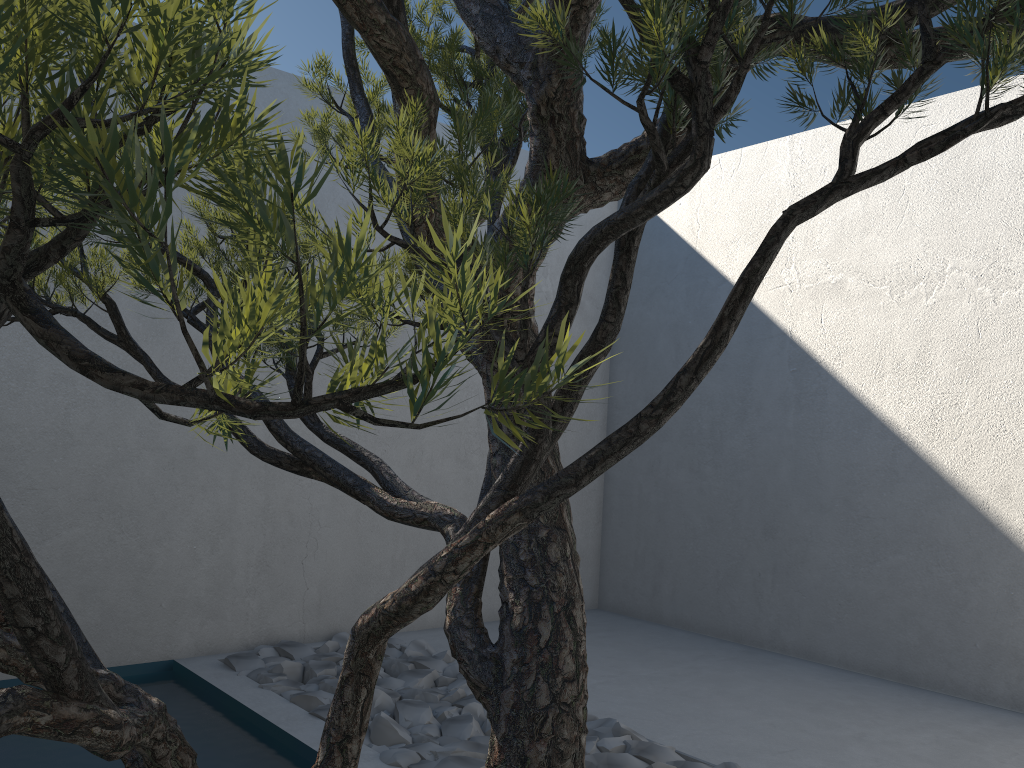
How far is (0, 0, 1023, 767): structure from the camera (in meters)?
0.33

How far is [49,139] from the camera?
0.3m

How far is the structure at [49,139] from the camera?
0.33m
